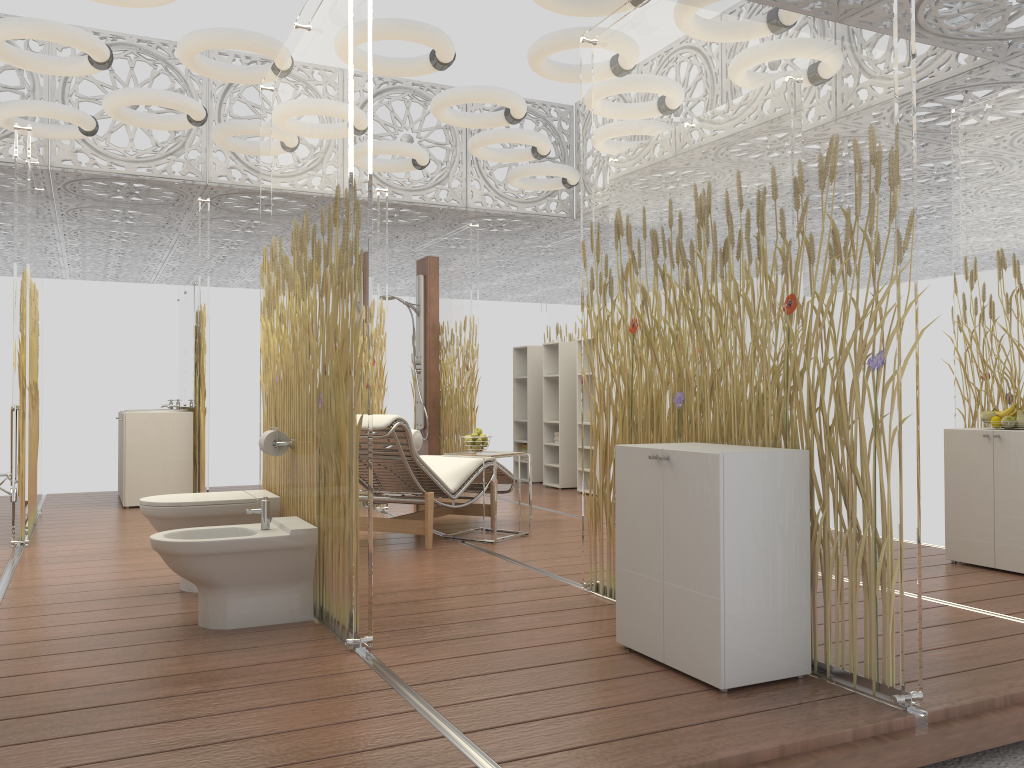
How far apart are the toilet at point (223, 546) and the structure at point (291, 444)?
0.35m

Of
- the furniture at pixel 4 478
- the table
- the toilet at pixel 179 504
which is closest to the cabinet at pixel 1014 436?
the table

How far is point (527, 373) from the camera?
9.5m

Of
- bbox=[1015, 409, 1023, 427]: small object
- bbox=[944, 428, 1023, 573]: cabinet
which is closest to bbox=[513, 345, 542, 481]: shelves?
bbox=[944, 428, 1023, 573]: cabinet

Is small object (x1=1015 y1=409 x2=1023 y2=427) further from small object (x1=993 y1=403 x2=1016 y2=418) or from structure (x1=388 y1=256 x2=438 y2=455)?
structure (x1=388 y1=256 x2=438 y2=455)

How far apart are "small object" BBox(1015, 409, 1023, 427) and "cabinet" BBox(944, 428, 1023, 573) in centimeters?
12cm

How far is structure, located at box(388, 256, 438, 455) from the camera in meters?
9.2

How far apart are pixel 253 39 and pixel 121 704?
4.0m

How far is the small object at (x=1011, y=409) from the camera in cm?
462

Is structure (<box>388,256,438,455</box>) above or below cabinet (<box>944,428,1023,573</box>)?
above
